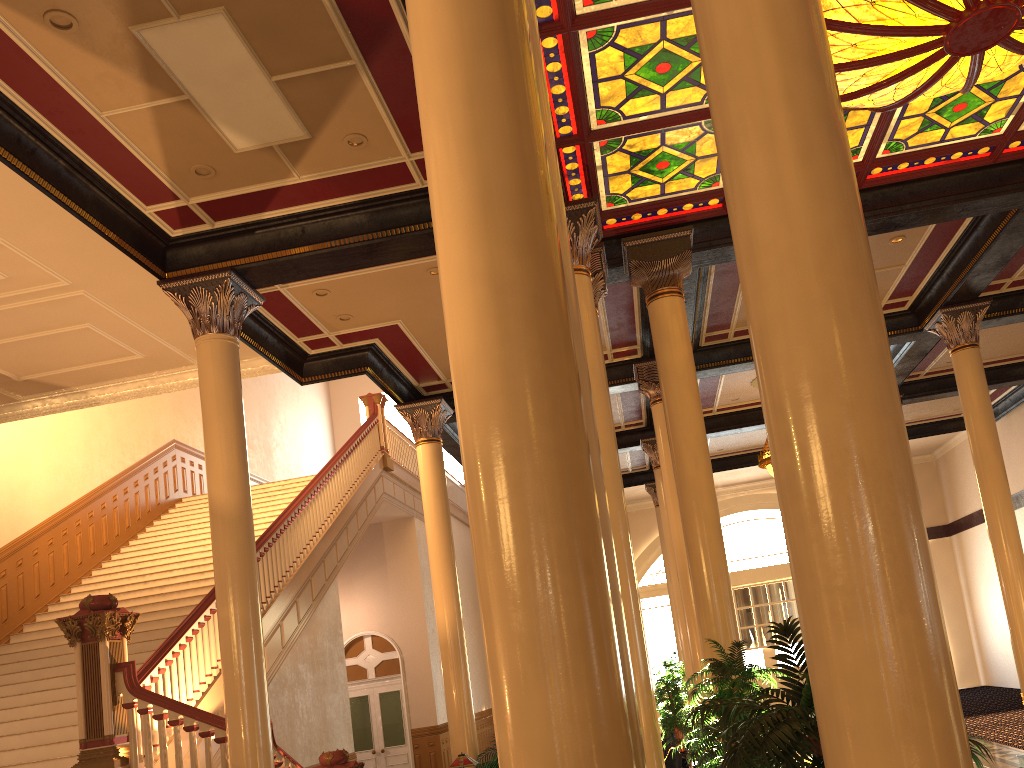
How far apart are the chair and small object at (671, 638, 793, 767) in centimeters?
156cm

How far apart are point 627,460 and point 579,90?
12.4 meters

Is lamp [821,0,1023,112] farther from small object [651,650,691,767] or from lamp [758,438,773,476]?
small object [651,650,691,767]

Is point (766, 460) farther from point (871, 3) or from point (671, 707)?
point (871, 3)

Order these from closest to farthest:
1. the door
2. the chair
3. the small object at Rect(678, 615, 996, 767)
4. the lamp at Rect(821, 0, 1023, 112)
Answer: the small object at Rect(678, 615, 996, 767) → the lamp at Rect(821, 0, 1023, 112) → the chair → the door

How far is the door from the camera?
17.3 meters

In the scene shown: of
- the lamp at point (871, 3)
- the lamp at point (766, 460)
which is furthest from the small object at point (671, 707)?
the lamp at point (871, 3)

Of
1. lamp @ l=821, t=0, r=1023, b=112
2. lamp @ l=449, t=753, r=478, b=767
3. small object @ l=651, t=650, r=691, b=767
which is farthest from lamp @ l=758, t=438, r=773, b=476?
Answer: lamp @ l=821, t=0, r=1023, b=112

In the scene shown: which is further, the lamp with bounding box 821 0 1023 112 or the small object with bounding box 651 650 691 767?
the small object with bounding box 651 650 691 767

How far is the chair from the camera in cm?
846
